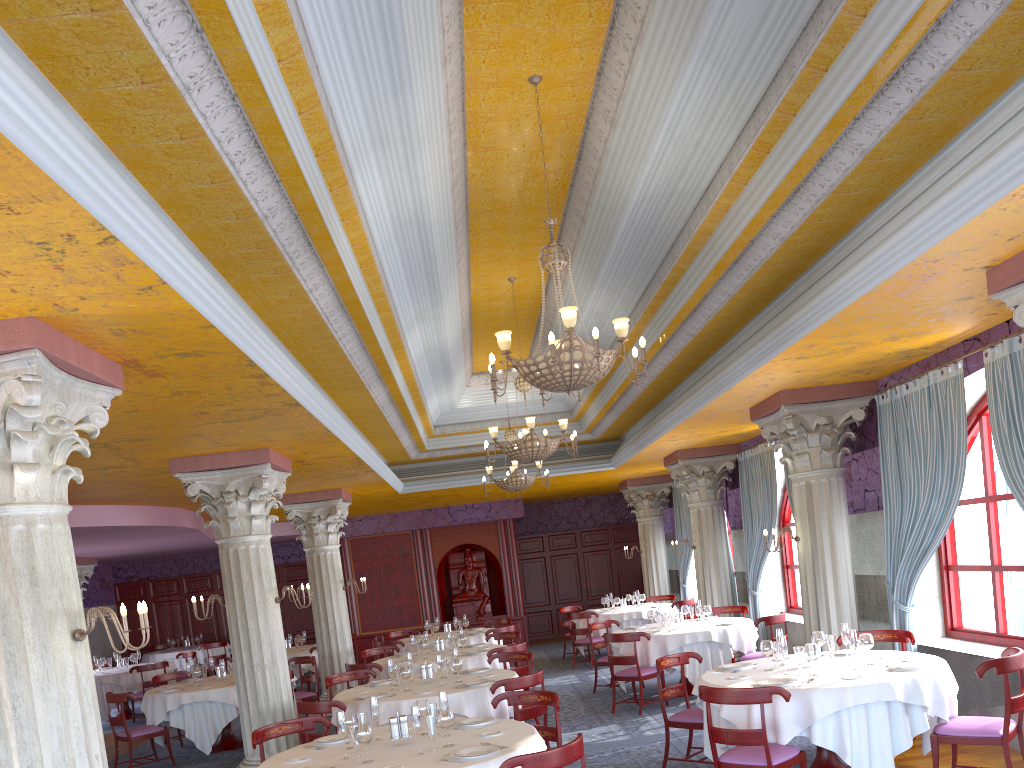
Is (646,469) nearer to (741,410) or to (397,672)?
(741,410)

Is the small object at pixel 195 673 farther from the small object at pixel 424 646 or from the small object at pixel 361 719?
the small object at pixel 361 719

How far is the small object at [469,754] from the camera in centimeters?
513cm

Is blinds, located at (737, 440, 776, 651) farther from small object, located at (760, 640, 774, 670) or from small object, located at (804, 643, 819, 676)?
small object, located at (804, 643, 819, 676)

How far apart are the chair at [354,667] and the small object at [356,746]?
5.36m

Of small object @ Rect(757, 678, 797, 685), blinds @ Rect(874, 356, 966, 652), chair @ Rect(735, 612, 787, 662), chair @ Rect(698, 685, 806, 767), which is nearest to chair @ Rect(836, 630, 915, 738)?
blinds @ Rect(874, 356, 966, 652)

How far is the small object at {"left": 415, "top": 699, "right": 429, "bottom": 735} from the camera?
5.97m

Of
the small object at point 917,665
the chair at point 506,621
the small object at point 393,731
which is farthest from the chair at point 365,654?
the small object at point 917,665

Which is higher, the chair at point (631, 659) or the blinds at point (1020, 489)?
the blinds at point (1020, 489)

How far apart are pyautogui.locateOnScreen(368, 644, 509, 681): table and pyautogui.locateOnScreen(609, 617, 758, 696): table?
1.6 meters
